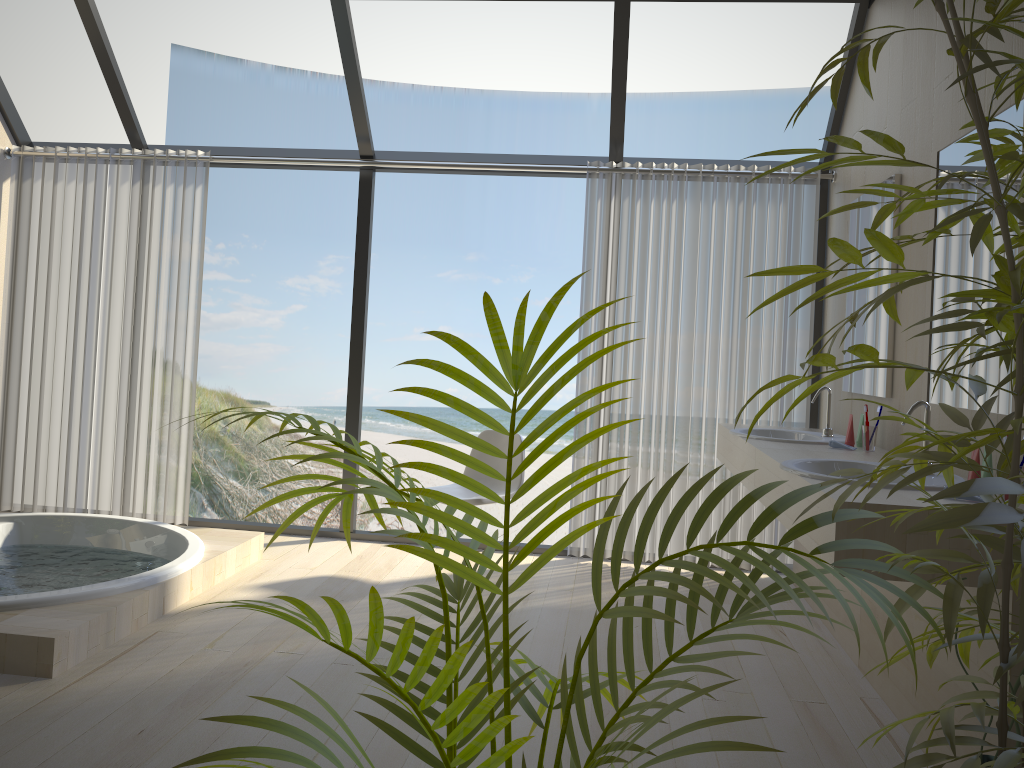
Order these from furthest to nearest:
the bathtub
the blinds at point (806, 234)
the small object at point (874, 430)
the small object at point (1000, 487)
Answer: the blinds at point (806, 234) < the small object at point (874, 430) < the bathtub < the small object at point (1000, 487)

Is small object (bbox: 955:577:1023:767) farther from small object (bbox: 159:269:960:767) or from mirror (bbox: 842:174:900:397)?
mirror (bbox: 842:174:900:397)

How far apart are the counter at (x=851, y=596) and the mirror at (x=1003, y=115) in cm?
44

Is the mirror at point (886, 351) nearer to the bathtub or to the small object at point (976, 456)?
the small object at point (976, 456)

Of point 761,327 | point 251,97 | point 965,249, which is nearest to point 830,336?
point 761,327

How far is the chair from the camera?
4.30m

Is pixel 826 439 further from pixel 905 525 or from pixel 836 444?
pixel 905 525

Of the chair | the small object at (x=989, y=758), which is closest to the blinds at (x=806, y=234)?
the chair

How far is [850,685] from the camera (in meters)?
3.09

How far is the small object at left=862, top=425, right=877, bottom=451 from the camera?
3.35m
